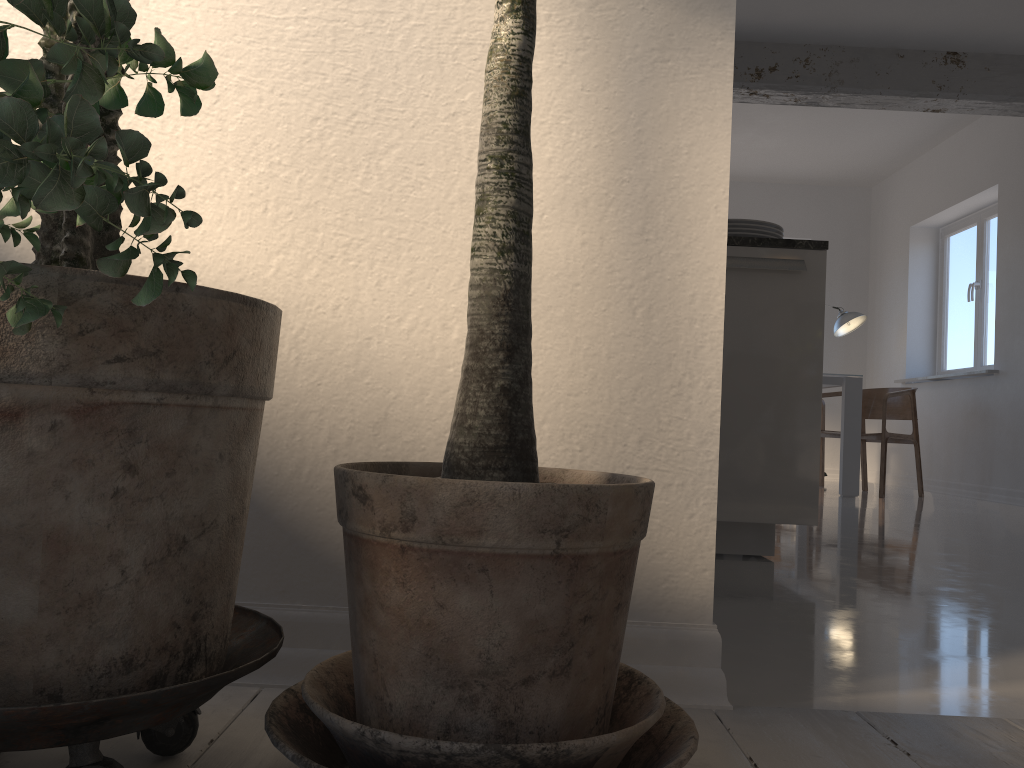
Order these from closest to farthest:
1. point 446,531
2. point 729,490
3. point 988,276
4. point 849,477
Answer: point 446,531 → point 729,490 → point 849,477 → point 988,276

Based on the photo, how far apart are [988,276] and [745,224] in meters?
5.1

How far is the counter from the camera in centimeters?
275cm

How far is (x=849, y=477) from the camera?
6.19m

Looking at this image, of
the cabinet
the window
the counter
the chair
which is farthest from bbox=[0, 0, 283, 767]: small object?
the window

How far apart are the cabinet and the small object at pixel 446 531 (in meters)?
1.75

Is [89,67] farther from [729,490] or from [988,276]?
[988,276]

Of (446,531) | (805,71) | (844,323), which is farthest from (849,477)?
(446,531)

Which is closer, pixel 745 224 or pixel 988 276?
pixel 745 224

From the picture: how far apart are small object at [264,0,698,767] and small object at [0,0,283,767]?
0.0 meters
